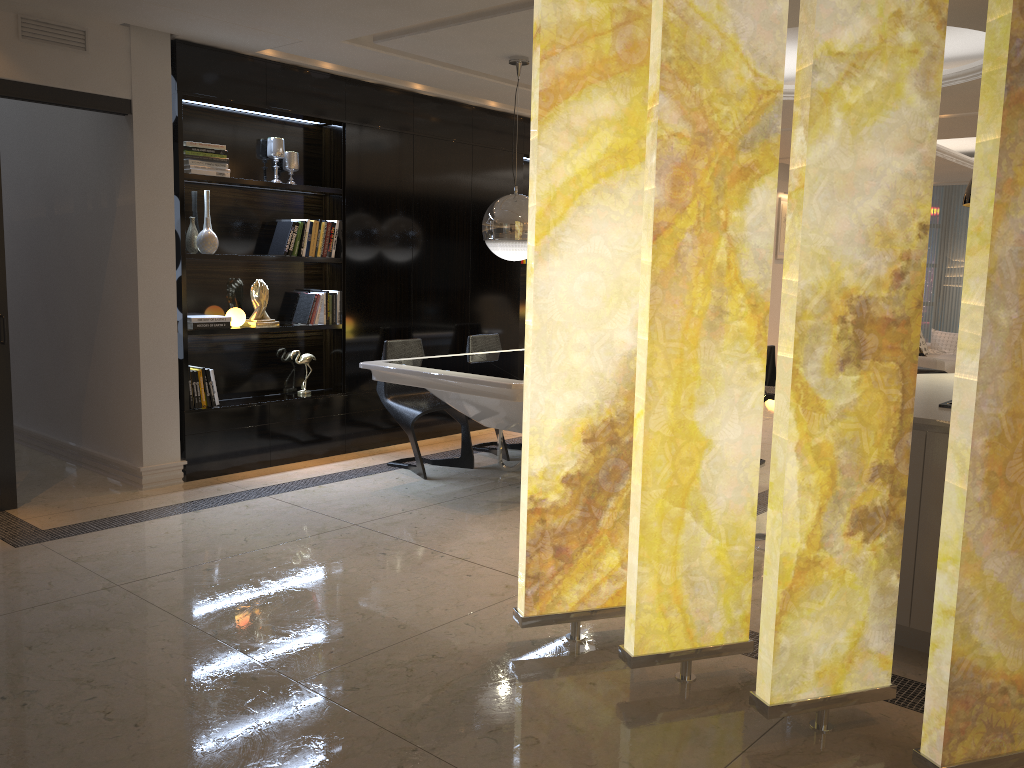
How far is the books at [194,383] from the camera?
5.5 meters

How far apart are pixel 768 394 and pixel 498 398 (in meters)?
1.41

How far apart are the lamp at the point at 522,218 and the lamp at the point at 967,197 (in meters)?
2.37

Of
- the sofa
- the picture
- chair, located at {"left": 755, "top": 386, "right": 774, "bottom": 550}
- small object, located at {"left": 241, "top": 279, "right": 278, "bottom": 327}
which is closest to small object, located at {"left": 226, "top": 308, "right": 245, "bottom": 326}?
small object, located at {"left": 241, "top": 279, "right": 278, "bottom": 327}

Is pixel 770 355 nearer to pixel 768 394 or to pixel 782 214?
pixel 768 394

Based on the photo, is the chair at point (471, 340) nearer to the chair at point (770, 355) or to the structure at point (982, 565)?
the chair at point (770, 355)

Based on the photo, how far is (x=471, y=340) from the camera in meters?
6.5

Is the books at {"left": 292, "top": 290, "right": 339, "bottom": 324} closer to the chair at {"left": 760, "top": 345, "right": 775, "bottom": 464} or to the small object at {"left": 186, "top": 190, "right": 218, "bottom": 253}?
the small object at {"left": 186, "top": 190, "right": 218, "bottom": 253}

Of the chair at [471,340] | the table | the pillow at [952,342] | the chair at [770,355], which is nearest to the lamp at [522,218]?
the table

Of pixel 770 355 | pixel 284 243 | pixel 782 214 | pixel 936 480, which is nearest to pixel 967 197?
pixel 936 480
